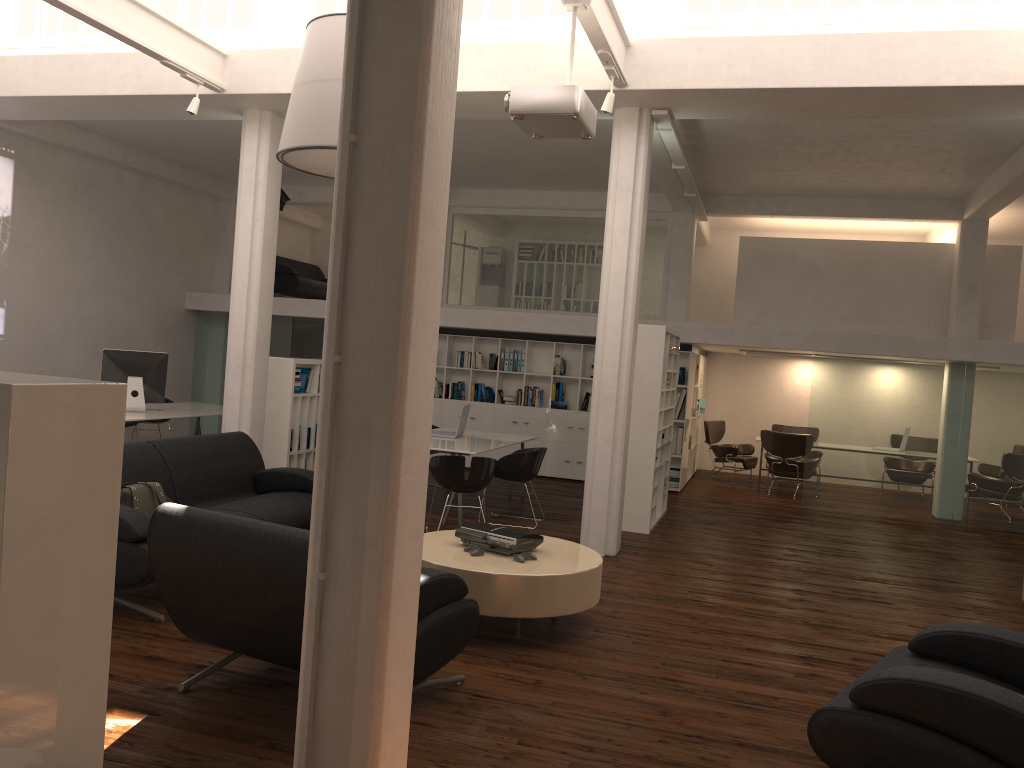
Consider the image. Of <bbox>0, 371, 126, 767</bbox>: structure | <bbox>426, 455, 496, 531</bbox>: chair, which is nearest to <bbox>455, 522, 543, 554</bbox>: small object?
<bbox>426, 455, 496, 531</bbox>: chair

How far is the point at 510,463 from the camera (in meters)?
11.20

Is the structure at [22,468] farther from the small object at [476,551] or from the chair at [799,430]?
the chair at [799,430]

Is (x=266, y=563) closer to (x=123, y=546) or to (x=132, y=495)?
(x=123, y=546)

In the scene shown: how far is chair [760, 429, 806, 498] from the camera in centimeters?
1596cm

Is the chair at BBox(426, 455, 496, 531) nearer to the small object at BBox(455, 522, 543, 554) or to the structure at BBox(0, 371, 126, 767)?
the small object at BBox(455, 522, 543, 554)

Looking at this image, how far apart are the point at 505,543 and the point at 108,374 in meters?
8.3 m

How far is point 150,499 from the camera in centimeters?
741cm

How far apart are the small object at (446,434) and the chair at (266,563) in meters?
7.0

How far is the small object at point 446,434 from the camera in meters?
12.7 m
